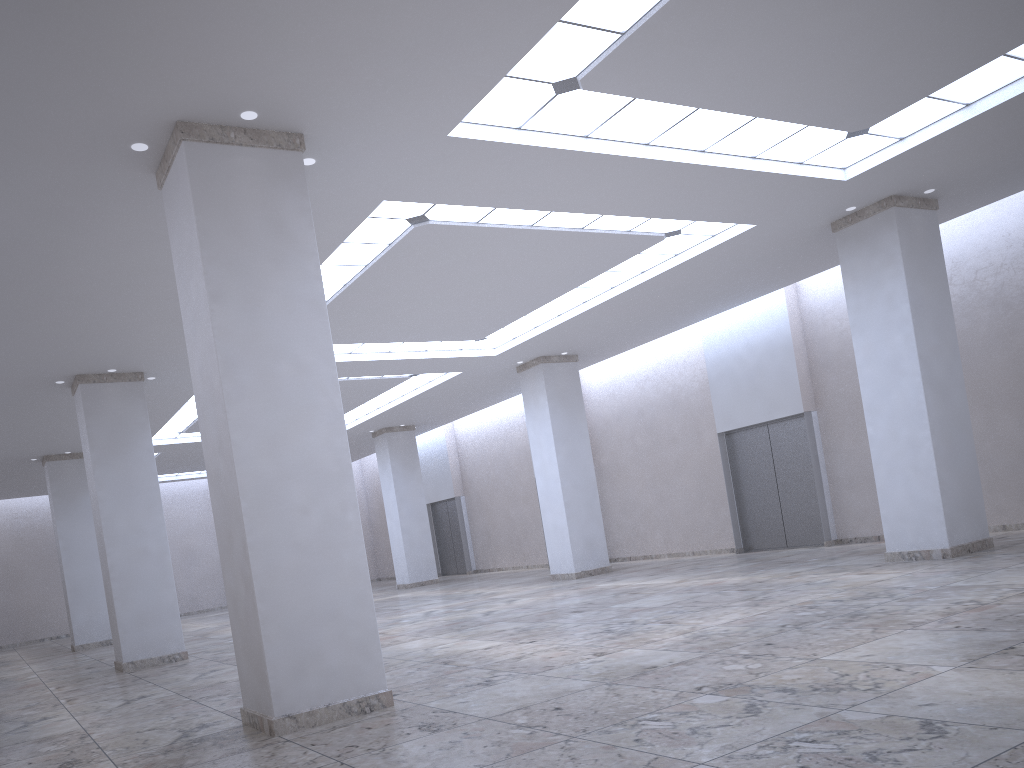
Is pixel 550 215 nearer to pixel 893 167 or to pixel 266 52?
pixel 893 167
